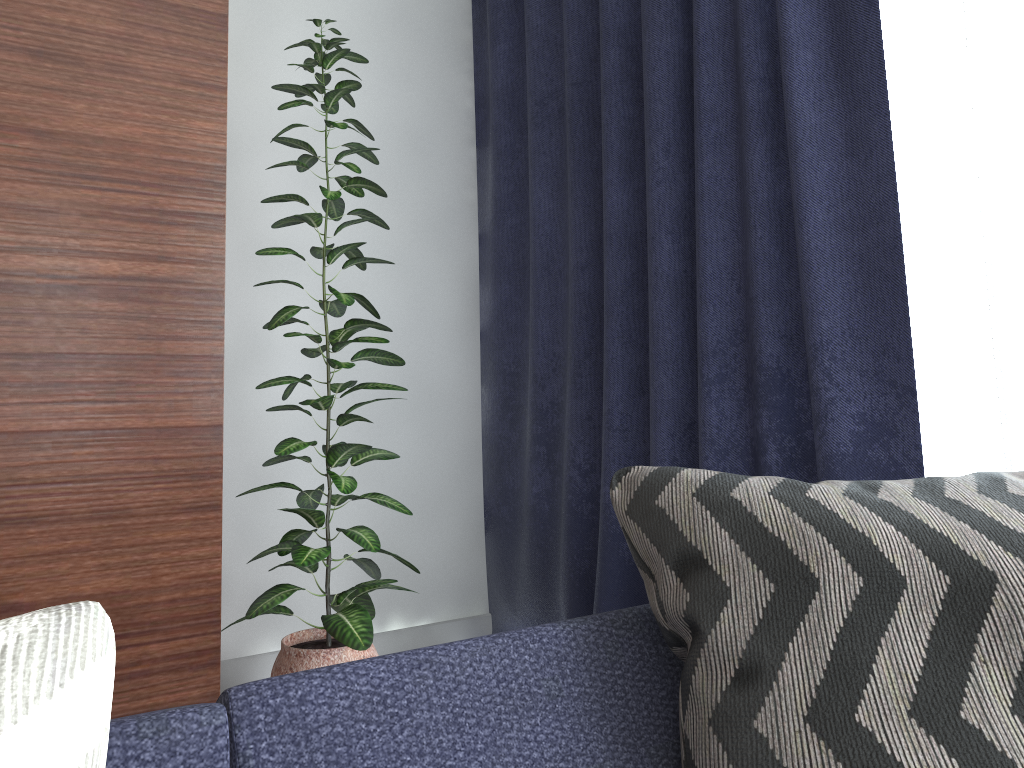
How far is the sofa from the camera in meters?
0.6

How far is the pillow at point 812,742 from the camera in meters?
0.7

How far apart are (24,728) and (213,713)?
0.2m

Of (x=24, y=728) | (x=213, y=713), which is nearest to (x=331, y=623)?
(x=213, y=713)

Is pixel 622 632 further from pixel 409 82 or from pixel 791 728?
pixel 409 82

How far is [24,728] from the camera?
0.5 meters

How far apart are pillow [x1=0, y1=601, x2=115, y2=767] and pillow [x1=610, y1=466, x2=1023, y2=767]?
0.49m

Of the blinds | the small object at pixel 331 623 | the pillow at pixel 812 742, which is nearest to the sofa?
the pillow at pixel 812 742

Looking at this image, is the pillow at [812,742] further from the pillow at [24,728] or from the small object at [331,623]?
the small object at [331,623]

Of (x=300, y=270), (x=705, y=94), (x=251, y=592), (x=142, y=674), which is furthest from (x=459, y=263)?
(x=142, y=674)
